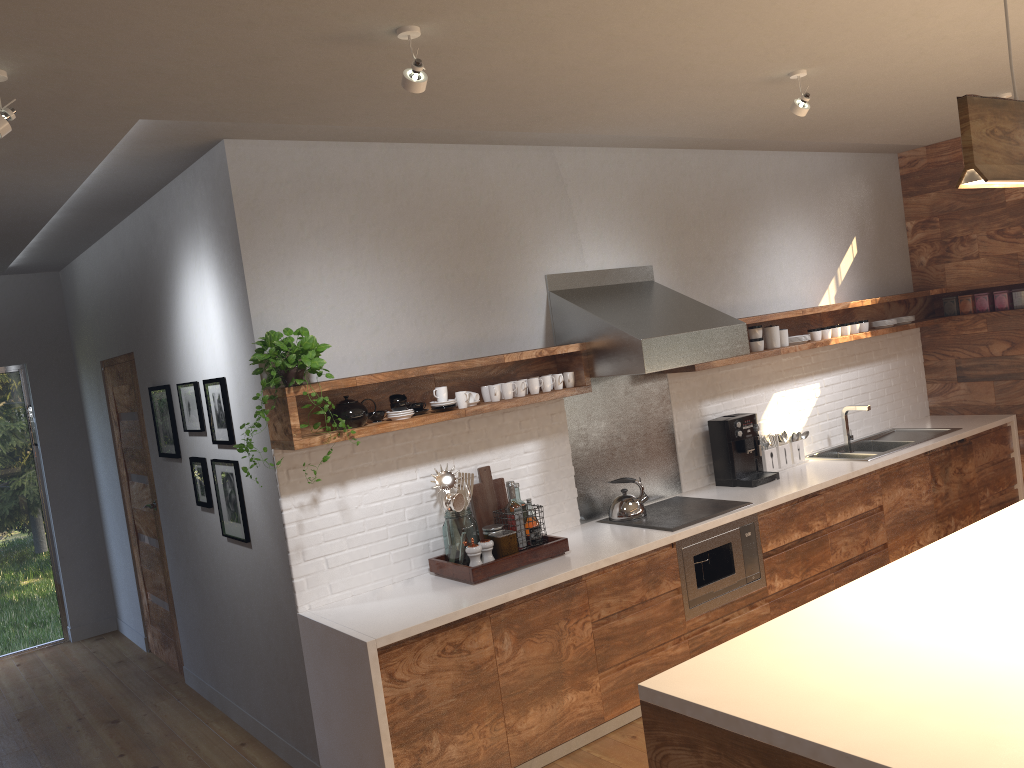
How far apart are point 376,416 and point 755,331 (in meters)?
2.60

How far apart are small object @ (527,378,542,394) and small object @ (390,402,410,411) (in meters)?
0.72

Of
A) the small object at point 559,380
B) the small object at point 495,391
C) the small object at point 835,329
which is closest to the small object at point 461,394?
the small object at point 495,391

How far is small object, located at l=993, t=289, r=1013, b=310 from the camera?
6.3m

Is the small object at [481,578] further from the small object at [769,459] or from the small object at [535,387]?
the small object at [769,459]

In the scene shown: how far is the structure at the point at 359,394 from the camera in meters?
4.0

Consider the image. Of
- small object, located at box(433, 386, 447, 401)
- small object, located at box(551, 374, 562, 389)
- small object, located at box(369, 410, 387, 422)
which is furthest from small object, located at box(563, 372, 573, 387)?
small object, located at box(369, 410, 387, 422)

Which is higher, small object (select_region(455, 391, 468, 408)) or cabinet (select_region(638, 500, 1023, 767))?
small object (select_region(455, 391, 468, 408))

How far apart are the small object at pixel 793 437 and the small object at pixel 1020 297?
2.0 meters

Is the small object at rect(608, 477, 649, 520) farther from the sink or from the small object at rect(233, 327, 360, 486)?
the small object at rect(233, 327, 360, 486)
